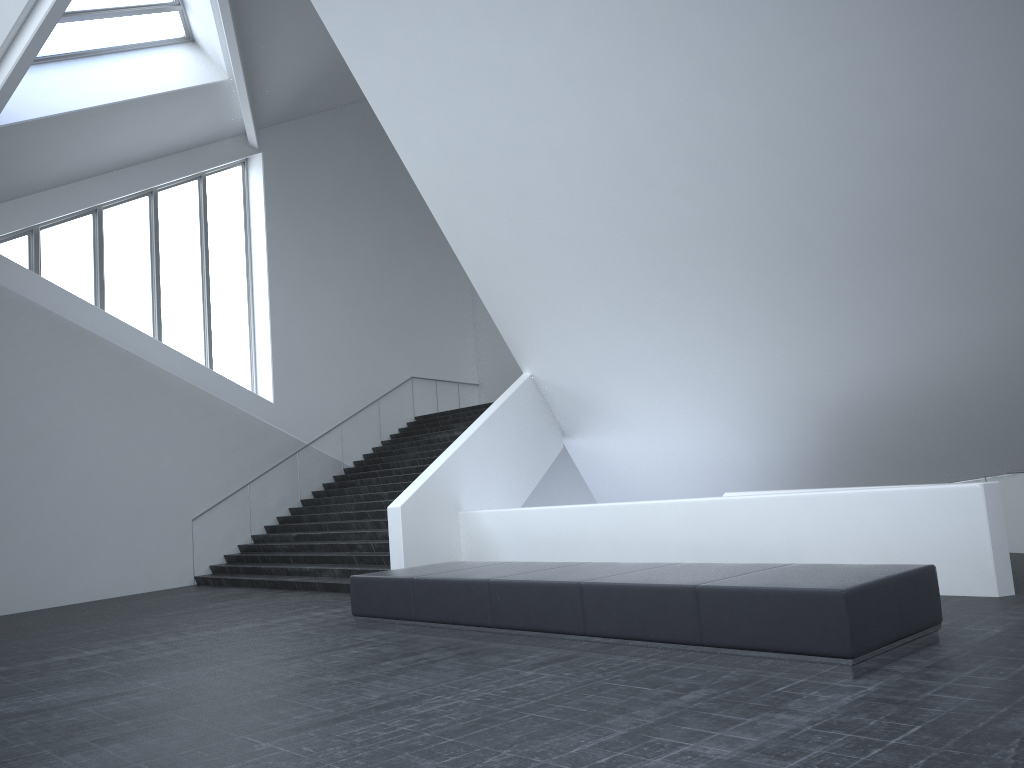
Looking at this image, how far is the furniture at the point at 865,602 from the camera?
5.9 meters

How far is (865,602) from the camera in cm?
586

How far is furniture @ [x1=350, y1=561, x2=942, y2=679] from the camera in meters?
5.9

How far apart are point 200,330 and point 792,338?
12.6m
